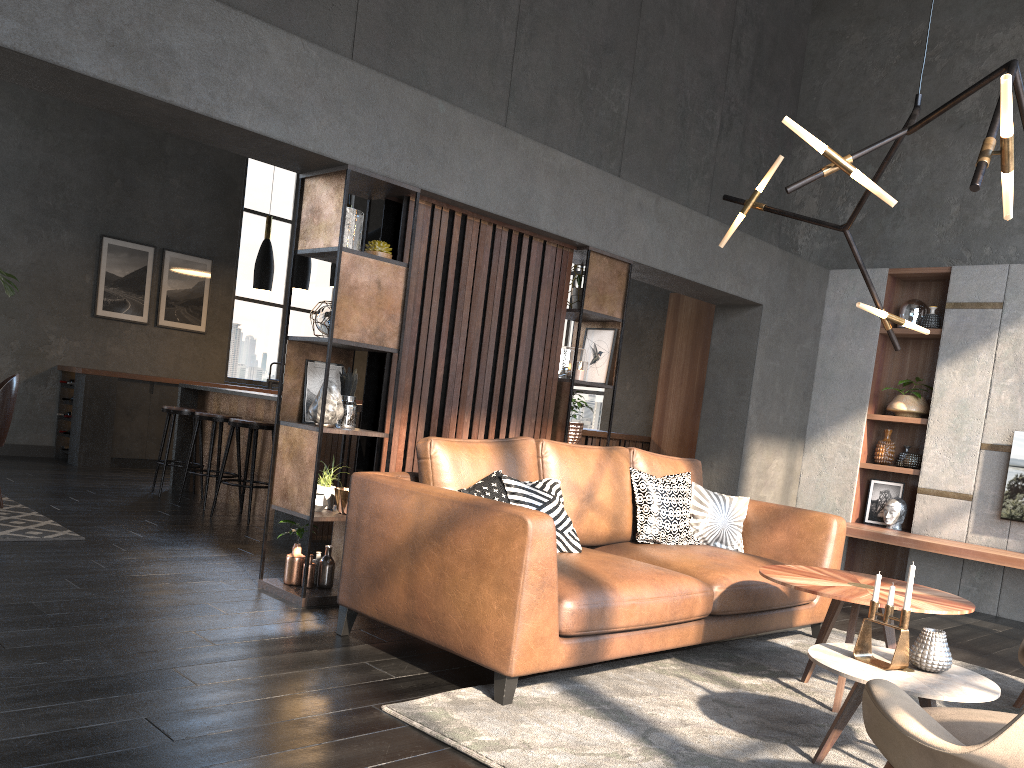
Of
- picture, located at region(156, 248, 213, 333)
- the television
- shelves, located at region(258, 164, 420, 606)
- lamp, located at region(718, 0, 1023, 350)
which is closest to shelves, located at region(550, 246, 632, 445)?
lamp, located at region(718, 0, 1023, 350)

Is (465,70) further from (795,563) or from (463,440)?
(795,563)

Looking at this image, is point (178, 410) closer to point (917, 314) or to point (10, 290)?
point (10, 290)

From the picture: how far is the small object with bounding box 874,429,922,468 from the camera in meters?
6.8 m

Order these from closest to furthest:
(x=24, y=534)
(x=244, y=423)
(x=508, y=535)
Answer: (x=508, y=535), (x=24, y=534), (x=244, y=423)

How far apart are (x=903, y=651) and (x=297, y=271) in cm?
548

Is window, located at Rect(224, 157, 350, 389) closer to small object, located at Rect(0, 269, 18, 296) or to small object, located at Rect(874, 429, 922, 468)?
small object, located at Rect(0, 269, 18, 296)

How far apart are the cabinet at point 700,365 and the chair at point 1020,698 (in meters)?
4.51

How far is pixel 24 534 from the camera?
4.9m

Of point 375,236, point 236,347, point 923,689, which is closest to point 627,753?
point 923,689
